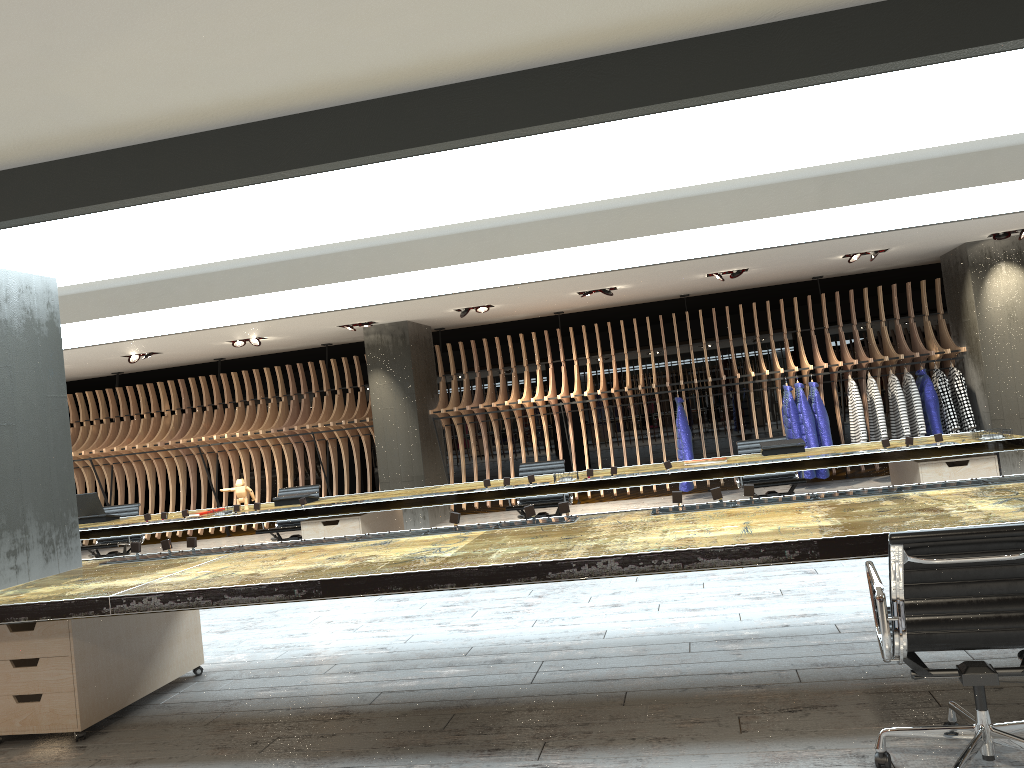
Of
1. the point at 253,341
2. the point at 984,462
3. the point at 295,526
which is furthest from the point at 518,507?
Answer: the point at 253,341

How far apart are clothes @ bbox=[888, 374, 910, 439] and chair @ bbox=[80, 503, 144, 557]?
9.06m

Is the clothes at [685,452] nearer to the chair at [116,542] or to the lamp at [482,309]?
the lamp at [482,309]

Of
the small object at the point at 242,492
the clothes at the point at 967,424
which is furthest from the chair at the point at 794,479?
the small object at the point at 242,492

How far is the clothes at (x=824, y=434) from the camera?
11.07m

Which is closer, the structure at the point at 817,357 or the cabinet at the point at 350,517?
the cabinet at the point at 350,517

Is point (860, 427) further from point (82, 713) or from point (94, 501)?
point (82, 713)

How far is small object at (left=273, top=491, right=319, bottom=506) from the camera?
8.5 meters

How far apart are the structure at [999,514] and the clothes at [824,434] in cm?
666

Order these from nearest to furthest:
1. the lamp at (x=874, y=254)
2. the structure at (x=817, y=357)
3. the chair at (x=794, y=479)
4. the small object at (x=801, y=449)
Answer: the small object at (x=801, y=449) → the chair at (x=794, y=479) → the lamp at (x=874, y=254) → the structure at (x=817, y=357)
